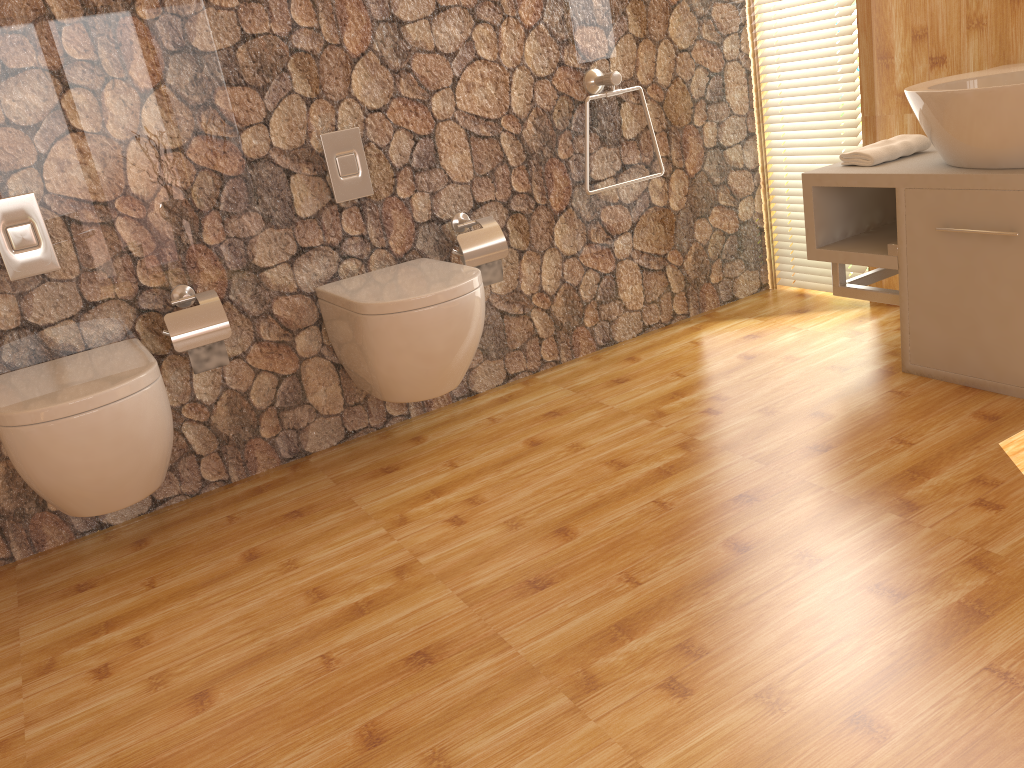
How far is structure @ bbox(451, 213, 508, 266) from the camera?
2.71m

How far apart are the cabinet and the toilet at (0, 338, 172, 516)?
1.9m

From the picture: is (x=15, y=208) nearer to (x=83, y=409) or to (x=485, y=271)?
(x=83, y=409)

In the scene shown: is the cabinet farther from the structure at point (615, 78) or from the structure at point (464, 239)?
the structure at point (464, 239)

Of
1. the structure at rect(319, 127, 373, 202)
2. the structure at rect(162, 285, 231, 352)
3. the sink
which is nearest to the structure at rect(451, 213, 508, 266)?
the structure at rect(319, 127, 373, 202)

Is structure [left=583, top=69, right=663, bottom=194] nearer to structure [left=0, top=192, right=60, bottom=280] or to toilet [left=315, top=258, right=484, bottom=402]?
toilet [left=315, top=258, right=484, bottom=402]

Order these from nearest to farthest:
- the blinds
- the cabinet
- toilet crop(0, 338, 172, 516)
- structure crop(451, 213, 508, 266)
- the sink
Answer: toilet crop(0, 338, 172, 516) → the sink → the cabinet → structure crop(451, 213, 508, 266) → the blinds

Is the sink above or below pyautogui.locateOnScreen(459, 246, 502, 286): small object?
above

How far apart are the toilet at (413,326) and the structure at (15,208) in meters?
0.7 m

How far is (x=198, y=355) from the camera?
2.4m
